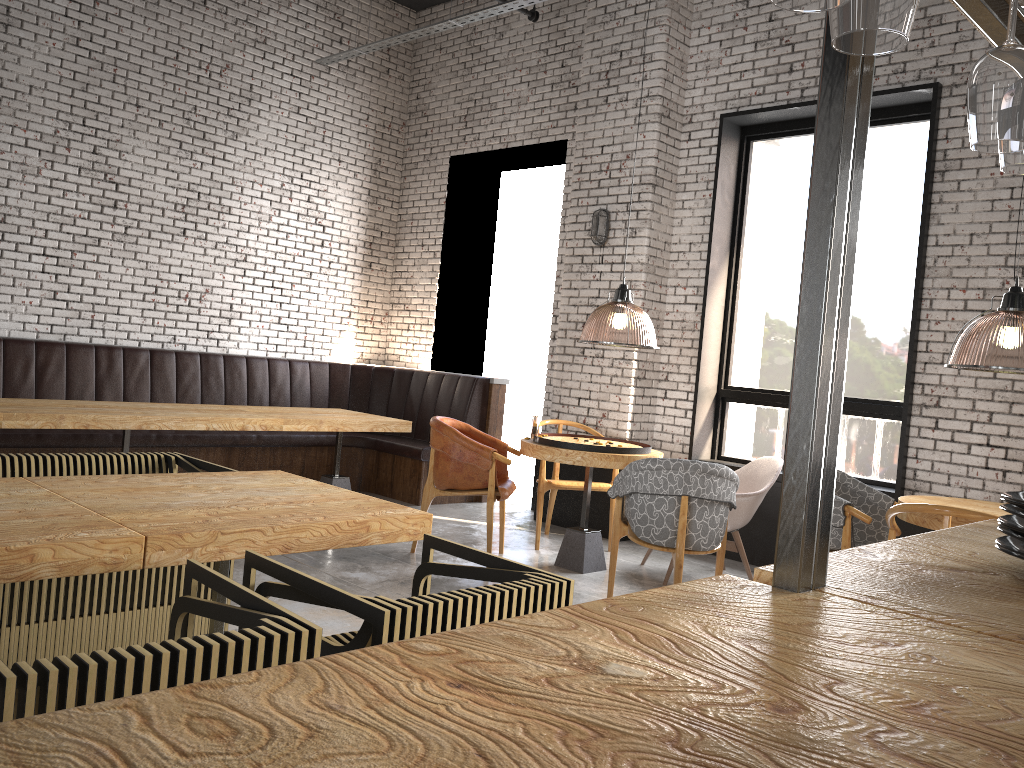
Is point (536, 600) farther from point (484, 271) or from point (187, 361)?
point (484, 271)

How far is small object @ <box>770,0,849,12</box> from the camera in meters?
0.9

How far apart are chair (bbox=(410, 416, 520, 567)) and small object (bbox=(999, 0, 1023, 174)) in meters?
4.2 m

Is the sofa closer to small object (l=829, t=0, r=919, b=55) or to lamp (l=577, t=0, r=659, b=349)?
lamp (l=577, t=0, r=659, b=349)

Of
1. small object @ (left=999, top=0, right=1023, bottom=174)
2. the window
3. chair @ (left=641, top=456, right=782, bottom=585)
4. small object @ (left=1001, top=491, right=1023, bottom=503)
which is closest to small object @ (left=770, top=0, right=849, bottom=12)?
small object @ (left=999, top=0, right=1023, bottom=174)

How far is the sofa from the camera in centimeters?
327cm

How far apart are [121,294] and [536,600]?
6.37m

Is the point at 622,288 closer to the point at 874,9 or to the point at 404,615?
the point at 404,615

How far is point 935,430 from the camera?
5.65m

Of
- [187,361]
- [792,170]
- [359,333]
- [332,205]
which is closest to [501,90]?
[332,205]
